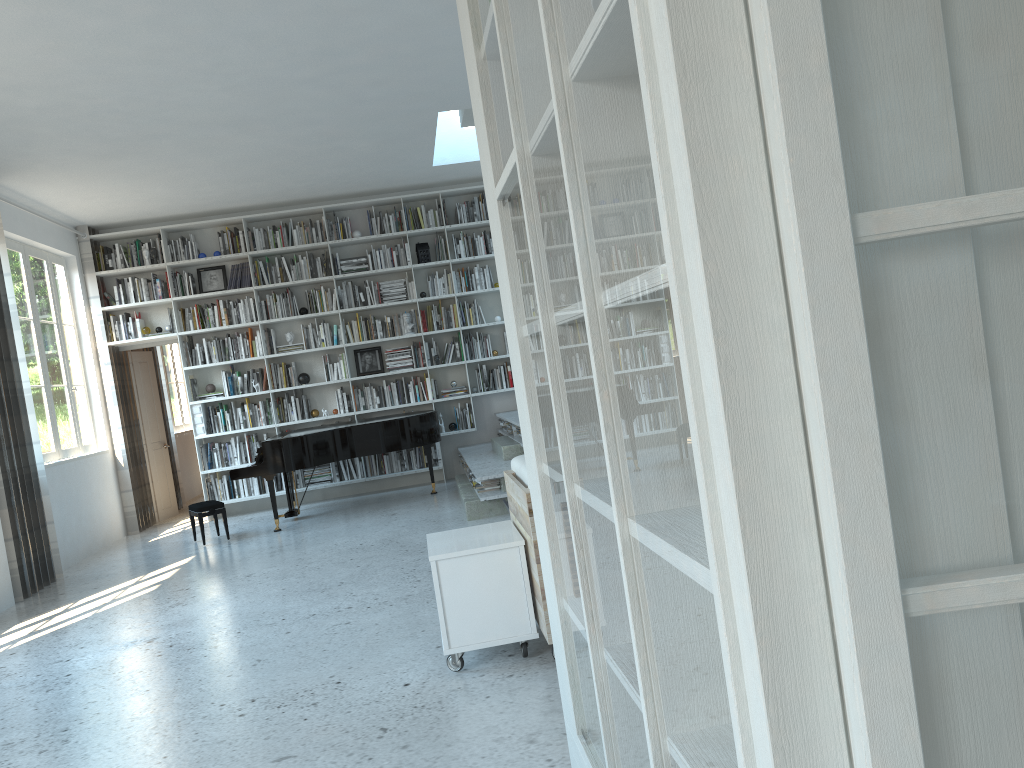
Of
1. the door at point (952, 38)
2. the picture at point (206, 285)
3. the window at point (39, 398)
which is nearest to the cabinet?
the door at point (952, 38)

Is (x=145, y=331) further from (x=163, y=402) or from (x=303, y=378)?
(x=163, y=402)

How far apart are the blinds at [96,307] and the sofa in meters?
6.6

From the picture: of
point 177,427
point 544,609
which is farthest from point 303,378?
point 544,609

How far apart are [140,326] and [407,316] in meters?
2.8

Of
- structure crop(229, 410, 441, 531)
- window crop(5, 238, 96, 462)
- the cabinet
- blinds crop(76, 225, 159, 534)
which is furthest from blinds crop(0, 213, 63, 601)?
the cabinet

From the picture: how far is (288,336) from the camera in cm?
955

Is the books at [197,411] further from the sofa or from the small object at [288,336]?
the sofa

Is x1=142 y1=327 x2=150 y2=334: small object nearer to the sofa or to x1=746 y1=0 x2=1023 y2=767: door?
the sofa

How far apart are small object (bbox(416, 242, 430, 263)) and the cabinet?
6.12m
